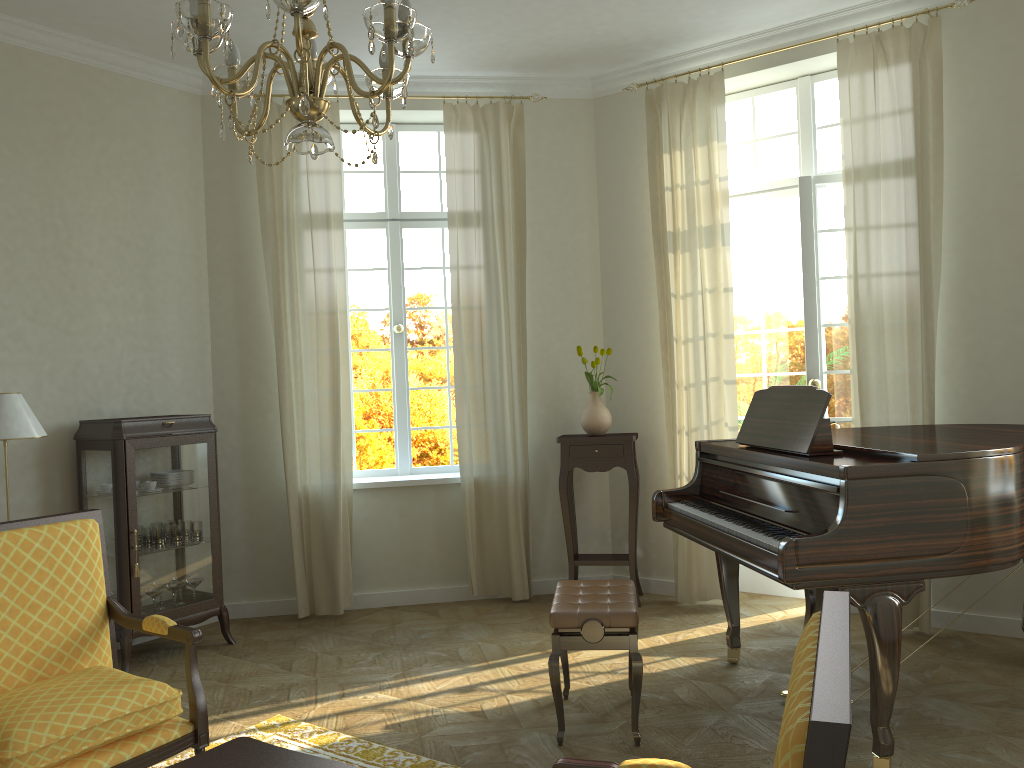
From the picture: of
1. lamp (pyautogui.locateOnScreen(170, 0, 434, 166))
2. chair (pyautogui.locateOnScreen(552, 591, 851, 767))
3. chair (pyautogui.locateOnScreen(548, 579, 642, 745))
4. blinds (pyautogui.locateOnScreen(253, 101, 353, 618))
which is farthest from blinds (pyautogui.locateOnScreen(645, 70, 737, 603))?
chair (pyautogui.locateOnScreen(552, 591, 851, 767))

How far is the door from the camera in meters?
5.4

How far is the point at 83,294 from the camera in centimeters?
521cm

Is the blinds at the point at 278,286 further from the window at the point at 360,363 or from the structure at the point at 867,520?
the structure at the point at 867,520

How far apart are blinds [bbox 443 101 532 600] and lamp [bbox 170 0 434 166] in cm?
338

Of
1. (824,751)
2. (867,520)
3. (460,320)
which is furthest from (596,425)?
(824,751)

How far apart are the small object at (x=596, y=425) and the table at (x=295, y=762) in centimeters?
363cm

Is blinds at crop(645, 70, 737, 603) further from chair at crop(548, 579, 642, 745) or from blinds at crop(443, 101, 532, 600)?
chair at crop(548, 579, 642, 745)

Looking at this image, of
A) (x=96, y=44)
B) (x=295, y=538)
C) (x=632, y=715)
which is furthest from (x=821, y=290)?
(x=96, y=44)

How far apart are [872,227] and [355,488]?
3.6m
